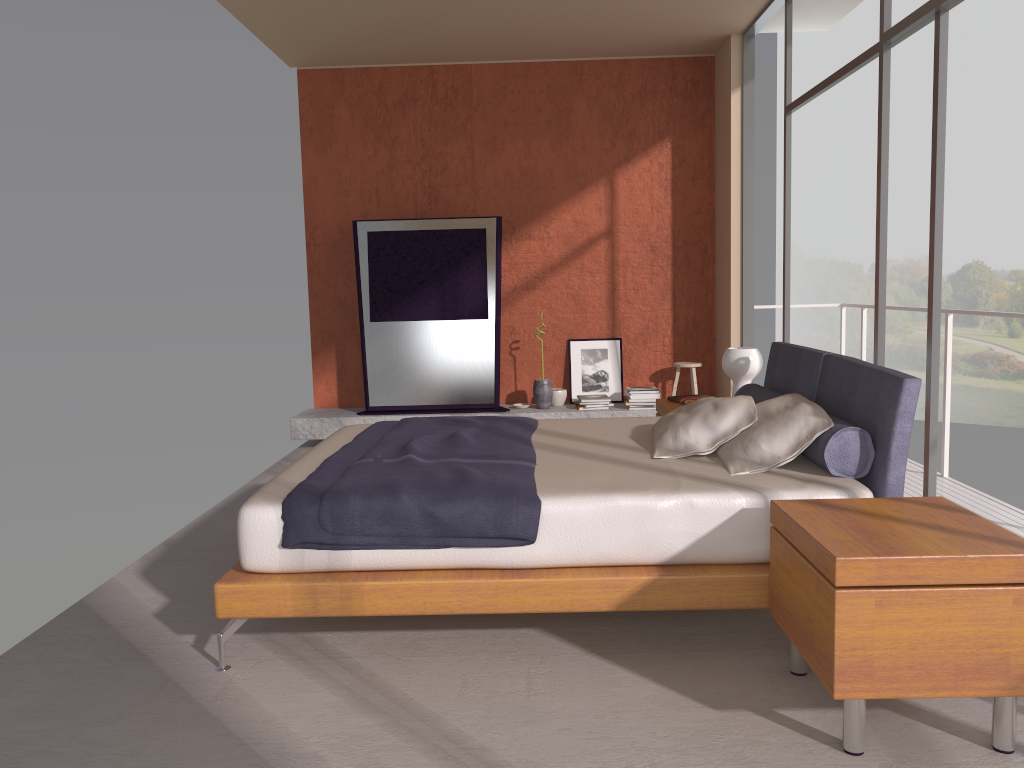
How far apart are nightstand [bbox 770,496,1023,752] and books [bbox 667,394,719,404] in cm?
236

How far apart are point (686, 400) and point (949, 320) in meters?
1.6 m

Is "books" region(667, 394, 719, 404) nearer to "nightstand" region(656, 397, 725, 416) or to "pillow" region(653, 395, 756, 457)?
"nightstand" region(656, 397, 725, 416)

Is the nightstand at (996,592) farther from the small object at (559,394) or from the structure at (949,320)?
the small object at (559,394)

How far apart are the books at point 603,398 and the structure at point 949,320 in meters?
2.0 m

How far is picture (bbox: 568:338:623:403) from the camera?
7.6 meters

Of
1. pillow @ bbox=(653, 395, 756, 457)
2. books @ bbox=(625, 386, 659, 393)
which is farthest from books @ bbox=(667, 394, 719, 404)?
books @ bbox=(625, 386, 659, 393)

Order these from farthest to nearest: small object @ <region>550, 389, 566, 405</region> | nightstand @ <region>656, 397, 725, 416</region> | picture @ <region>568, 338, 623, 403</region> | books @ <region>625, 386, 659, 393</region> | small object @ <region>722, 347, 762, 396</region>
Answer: picture @ <region>568, 338, 623, 403</region> → small object @ <region>550, 389, 566, 405</region> → books @ <region>625, 386, 659, 393</region> → nightstand @ <region>656, 397, 725, 416</region> → small object @ <region>722, 347, 762, 396</region>

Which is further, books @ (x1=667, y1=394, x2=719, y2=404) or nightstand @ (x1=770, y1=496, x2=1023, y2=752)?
books @ (x1=667, y1=394, x2=719, y2=404)

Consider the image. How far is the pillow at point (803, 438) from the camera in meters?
3.3 m
